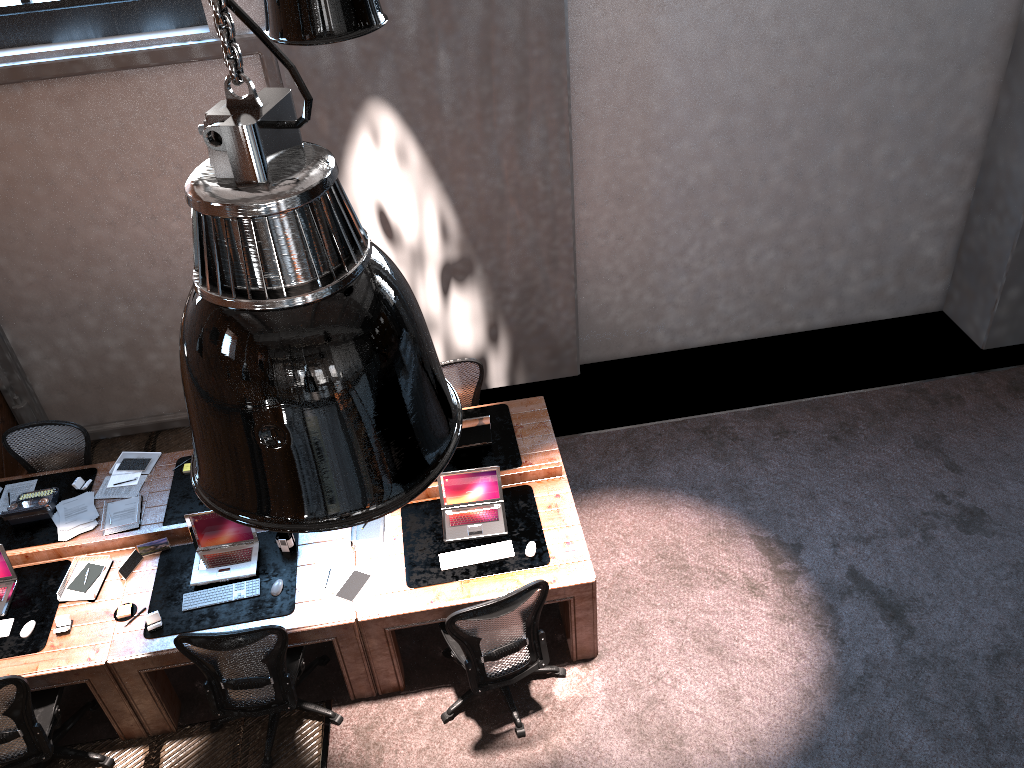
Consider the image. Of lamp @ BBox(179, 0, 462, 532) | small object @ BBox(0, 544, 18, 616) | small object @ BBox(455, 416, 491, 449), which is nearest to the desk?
small object @ BBox(0, 544, 18, 616)

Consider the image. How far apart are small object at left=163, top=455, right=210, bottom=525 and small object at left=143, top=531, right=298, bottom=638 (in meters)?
0.25

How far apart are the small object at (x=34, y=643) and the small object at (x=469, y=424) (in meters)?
2.53

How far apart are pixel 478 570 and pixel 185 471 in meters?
2.3 m

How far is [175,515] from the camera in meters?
5.7

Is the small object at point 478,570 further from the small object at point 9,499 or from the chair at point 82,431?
the small object at point 9,499

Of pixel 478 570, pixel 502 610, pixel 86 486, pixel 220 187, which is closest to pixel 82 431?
pixel 86 486

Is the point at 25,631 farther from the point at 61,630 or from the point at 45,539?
the point at 45,539

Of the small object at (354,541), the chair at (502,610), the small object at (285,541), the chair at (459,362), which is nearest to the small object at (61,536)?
the small object at (285,541)

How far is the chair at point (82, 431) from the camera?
6.1 meters
